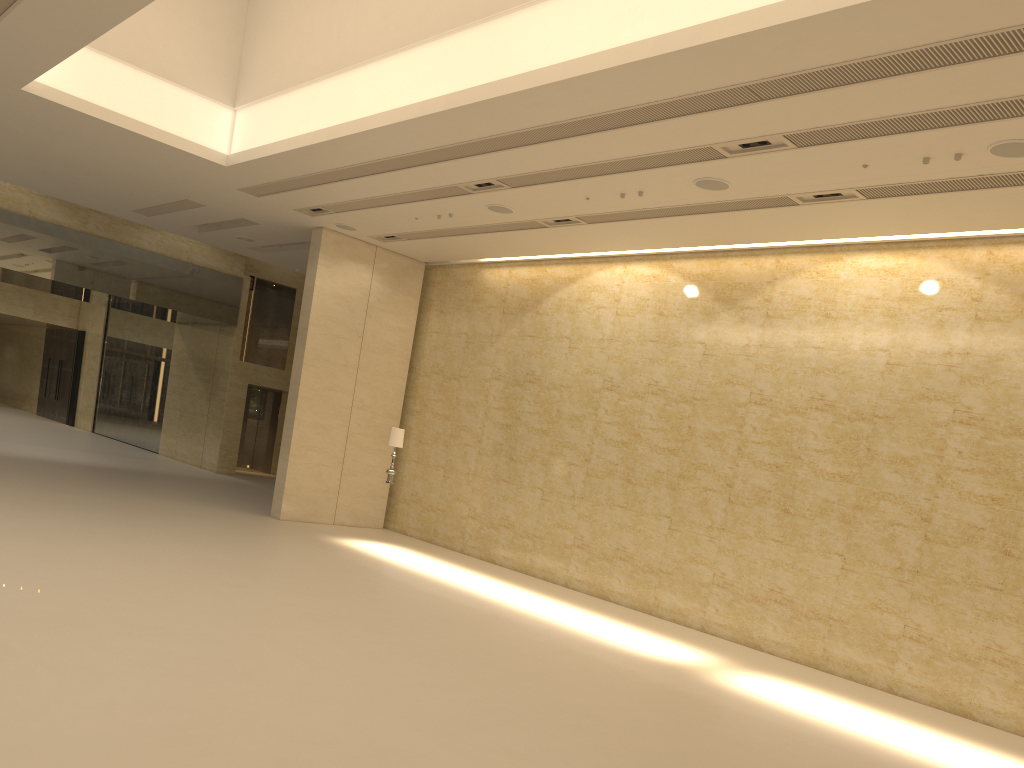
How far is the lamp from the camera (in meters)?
15.82

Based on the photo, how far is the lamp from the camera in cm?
1582

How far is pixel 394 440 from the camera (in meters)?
15.82

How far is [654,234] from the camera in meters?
14.3 m
